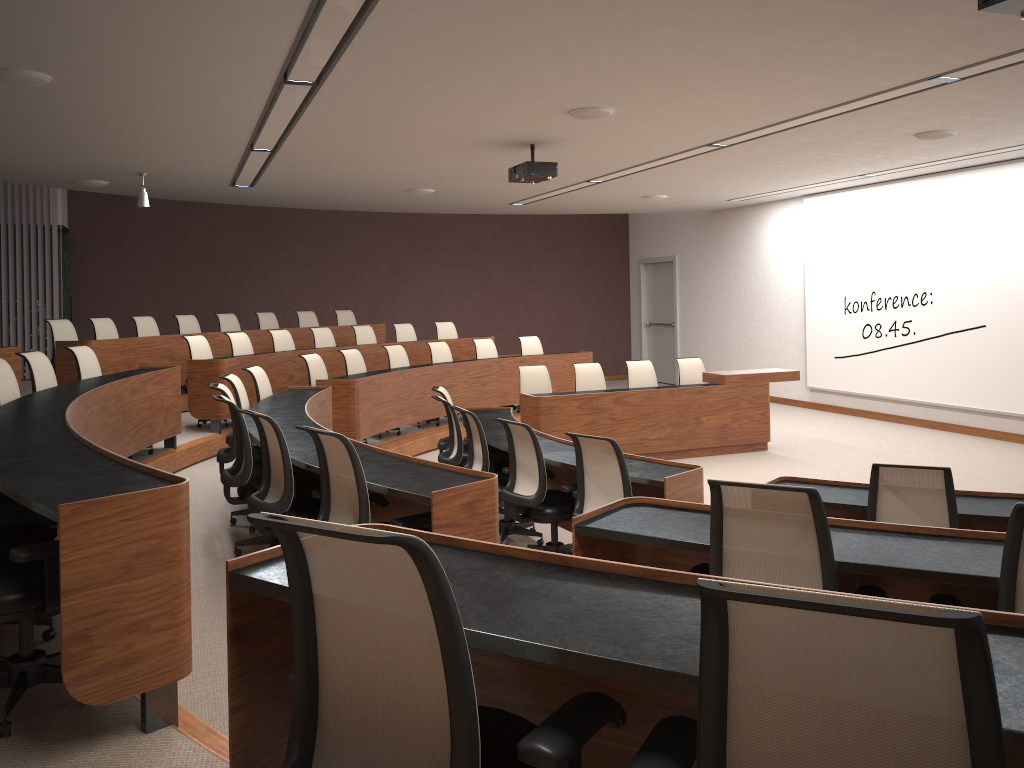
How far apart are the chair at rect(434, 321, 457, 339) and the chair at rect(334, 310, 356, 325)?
1.54m

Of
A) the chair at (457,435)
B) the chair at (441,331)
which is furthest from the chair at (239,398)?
the chair at (441,331)

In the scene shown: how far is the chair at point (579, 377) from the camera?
9.66m

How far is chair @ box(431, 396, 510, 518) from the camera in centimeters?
656cm

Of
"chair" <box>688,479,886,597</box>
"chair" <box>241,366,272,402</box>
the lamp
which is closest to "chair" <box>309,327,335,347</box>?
the lamp

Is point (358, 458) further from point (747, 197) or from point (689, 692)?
point (747, 197)

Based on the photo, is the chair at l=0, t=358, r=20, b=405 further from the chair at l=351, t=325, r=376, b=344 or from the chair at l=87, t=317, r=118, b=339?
the chair at l=351, t=325, r=376, b=344

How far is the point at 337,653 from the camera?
1.57m

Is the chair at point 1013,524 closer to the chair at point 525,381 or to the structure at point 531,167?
the structure at point 531,167

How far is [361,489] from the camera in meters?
3.7
